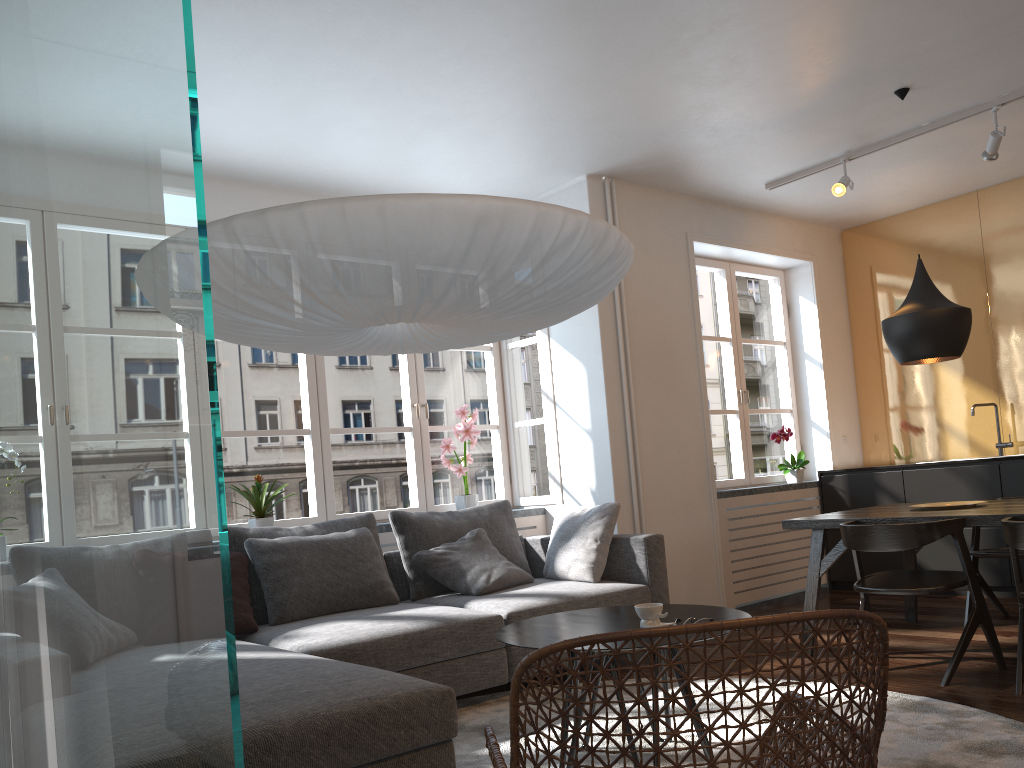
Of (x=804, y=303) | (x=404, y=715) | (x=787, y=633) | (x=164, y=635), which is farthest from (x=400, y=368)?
(x=164, y=635)

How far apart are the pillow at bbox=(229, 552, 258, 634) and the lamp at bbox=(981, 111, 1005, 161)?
4.44m

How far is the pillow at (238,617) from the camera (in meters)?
3.70

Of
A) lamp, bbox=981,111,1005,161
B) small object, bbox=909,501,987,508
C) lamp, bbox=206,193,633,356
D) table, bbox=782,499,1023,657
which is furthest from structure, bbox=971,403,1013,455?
lamp, bbox=206,193,633,356

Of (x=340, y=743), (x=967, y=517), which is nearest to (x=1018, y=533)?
(x=967, y=517)

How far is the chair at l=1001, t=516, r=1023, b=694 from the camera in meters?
3.3 m

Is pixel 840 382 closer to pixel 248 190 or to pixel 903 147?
pixel 903 147

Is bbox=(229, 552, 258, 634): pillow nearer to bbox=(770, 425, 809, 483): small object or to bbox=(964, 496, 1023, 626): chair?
bbox=(964, 496, 1023, 626): chair

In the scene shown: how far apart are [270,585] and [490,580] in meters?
1.1 m

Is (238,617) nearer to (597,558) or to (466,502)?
(597,558)
